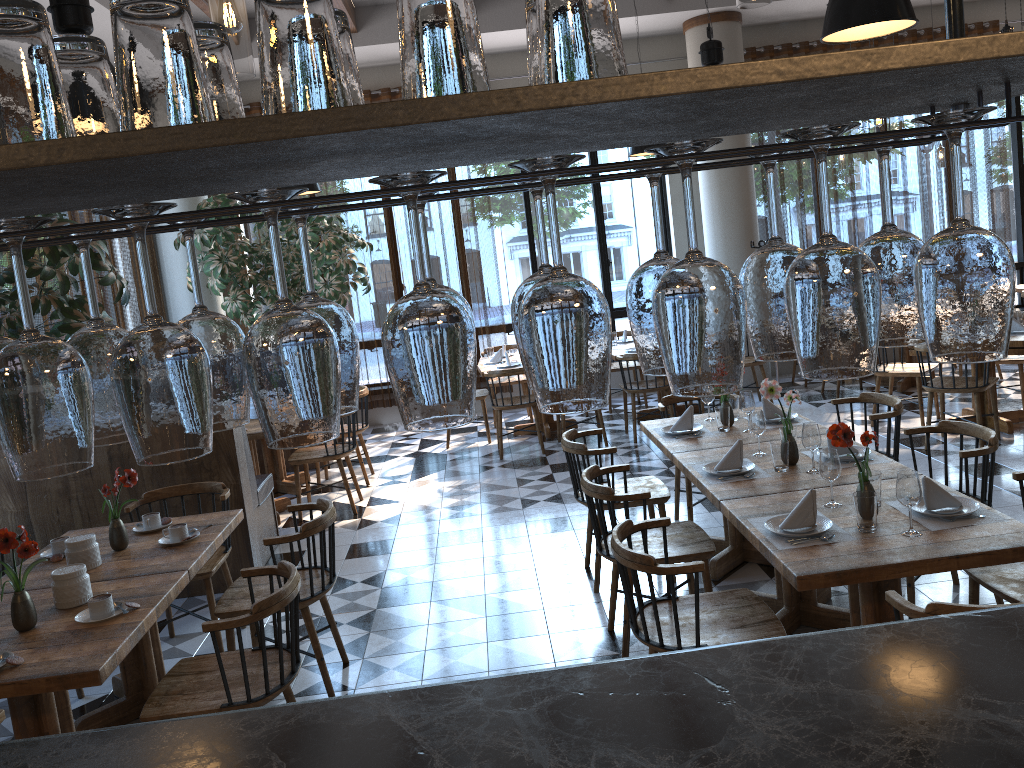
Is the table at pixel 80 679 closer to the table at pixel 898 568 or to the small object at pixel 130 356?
the table at pixel 898 568

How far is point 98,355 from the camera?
0.85m

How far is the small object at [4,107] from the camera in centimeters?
70cm

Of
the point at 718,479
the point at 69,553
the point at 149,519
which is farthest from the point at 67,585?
the point at 718,479

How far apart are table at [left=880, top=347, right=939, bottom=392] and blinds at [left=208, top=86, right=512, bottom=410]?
4.1 meters

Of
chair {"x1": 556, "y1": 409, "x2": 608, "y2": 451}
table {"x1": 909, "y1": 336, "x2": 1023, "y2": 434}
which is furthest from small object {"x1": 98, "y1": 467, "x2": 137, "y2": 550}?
table {"x1": 909, "y1": 336, "x2": 1023, "y2": 434}

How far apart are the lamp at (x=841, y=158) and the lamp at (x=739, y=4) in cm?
835

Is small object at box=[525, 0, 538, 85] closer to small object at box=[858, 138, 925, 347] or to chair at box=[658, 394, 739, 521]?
small object at box=[858, 138, 925, 347]

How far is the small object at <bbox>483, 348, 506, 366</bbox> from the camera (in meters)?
8.83

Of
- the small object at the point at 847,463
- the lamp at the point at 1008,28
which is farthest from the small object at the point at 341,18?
the lamp at the point at 1008,28
